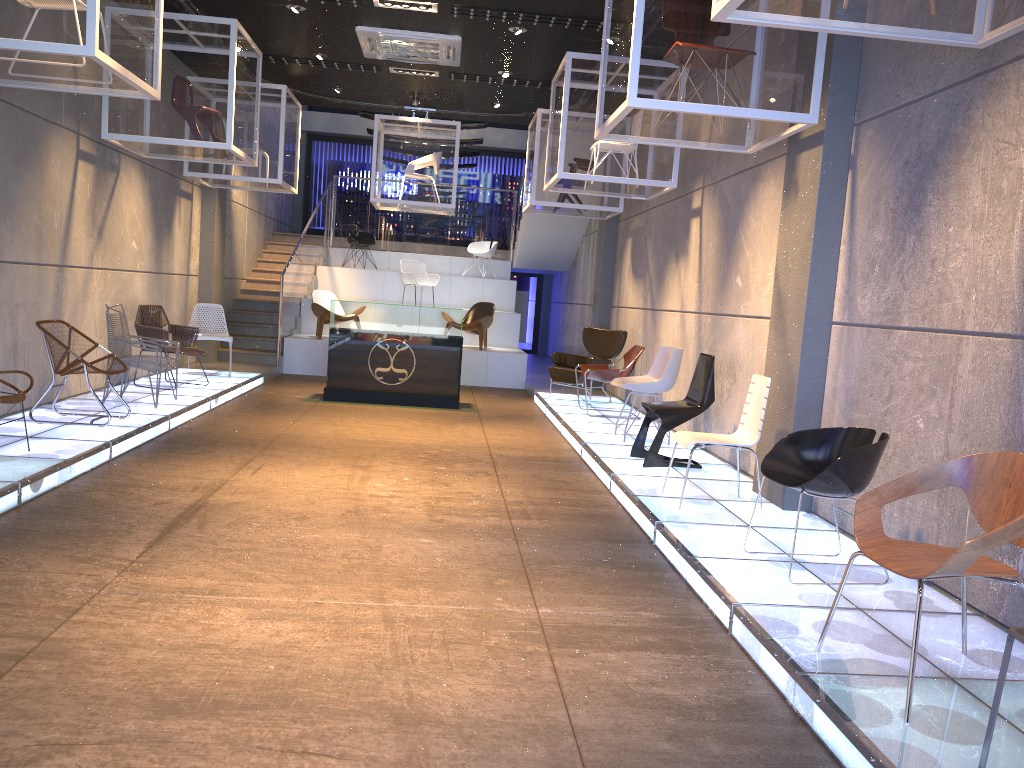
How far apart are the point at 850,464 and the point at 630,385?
4.02m

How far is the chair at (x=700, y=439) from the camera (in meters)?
5.65

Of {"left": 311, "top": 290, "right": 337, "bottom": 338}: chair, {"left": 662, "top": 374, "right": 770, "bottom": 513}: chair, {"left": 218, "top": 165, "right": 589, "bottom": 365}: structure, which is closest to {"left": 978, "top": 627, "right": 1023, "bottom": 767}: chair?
{"left": 662, "top": 374, "right": 770, "bottom": 513}: chair

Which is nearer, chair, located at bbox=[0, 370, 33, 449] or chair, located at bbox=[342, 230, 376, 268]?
chair, located at bbox=[0, 370, 33, 449]

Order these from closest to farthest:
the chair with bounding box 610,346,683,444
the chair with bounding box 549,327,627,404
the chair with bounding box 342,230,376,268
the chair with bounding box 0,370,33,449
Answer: the chair with bounding box 0,370,33,449
the chair with bounding box 610,346,683,444
the chair with bounding box 549,327,627,404
the chair with bounding box 342,230,376,268

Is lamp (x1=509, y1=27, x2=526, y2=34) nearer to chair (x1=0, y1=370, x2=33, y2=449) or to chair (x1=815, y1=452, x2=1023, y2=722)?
chair (x1=0, y1=370, x2=33, y2=449)

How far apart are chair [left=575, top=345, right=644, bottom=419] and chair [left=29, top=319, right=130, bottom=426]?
4.86m

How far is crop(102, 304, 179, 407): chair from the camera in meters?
8.1 m

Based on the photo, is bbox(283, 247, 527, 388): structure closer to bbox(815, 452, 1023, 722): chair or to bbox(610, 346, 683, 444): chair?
bbox(610, 346, 683, 444): chair

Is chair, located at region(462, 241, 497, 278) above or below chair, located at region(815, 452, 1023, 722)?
above
